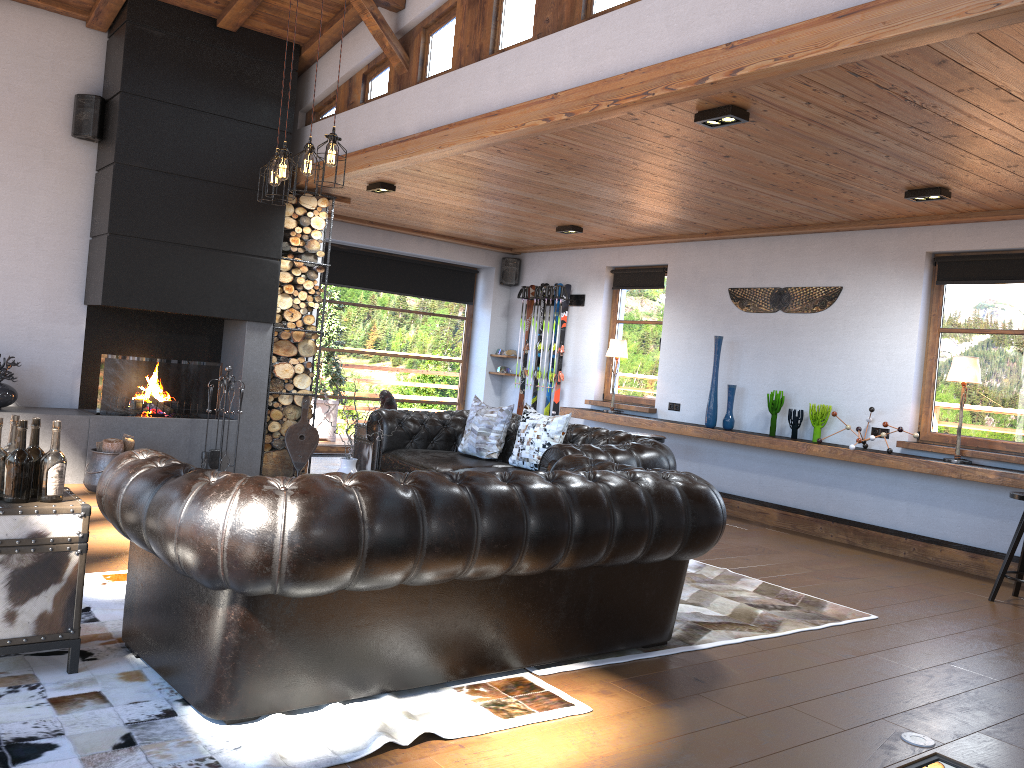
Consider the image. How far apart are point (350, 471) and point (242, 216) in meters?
3.4 m

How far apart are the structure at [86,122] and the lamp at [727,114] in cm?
504

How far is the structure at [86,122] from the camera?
7.2 meters

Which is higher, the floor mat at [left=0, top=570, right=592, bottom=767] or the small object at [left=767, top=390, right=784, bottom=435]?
the small object at [left=767, top=390, right=784, bottom=435]

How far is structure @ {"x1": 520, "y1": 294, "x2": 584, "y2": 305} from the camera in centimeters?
1027cm

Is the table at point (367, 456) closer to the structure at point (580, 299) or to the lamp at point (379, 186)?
the lamp at point (379, 186)

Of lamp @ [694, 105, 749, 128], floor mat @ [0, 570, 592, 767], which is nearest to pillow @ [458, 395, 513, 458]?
lamp @ [694, 105, 749, 128]

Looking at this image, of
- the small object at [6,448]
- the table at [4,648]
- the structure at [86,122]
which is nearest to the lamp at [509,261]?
the structure at [86,122]

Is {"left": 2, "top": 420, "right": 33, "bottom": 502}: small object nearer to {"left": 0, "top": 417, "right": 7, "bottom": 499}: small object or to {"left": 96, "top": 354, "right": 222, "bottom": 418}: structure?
{"left": 0, "top": 417, "right": 7, "bottom": 499}: small object

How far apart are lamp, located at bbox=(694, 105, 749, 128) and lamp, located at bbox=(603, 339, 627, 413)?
4.7m
